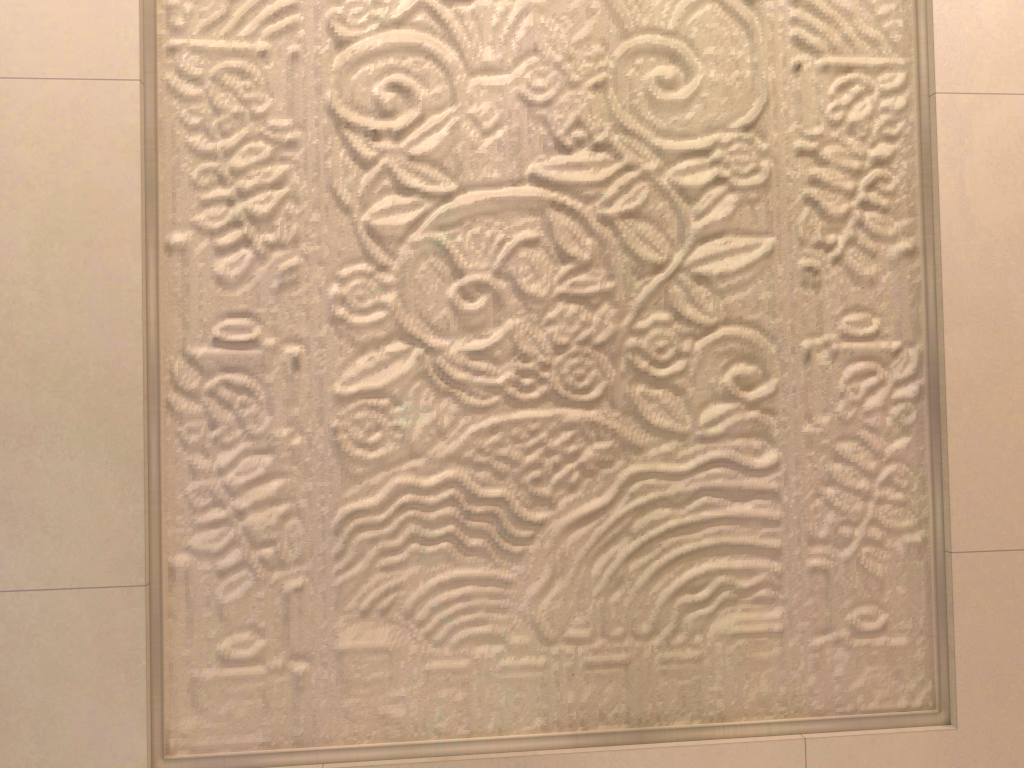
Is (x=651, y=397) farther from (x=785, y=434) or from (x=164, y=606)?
(x=164, y=606)

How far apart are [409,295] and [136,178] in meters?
0.4

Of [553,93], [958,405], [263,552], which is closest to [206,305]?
[263,552]
